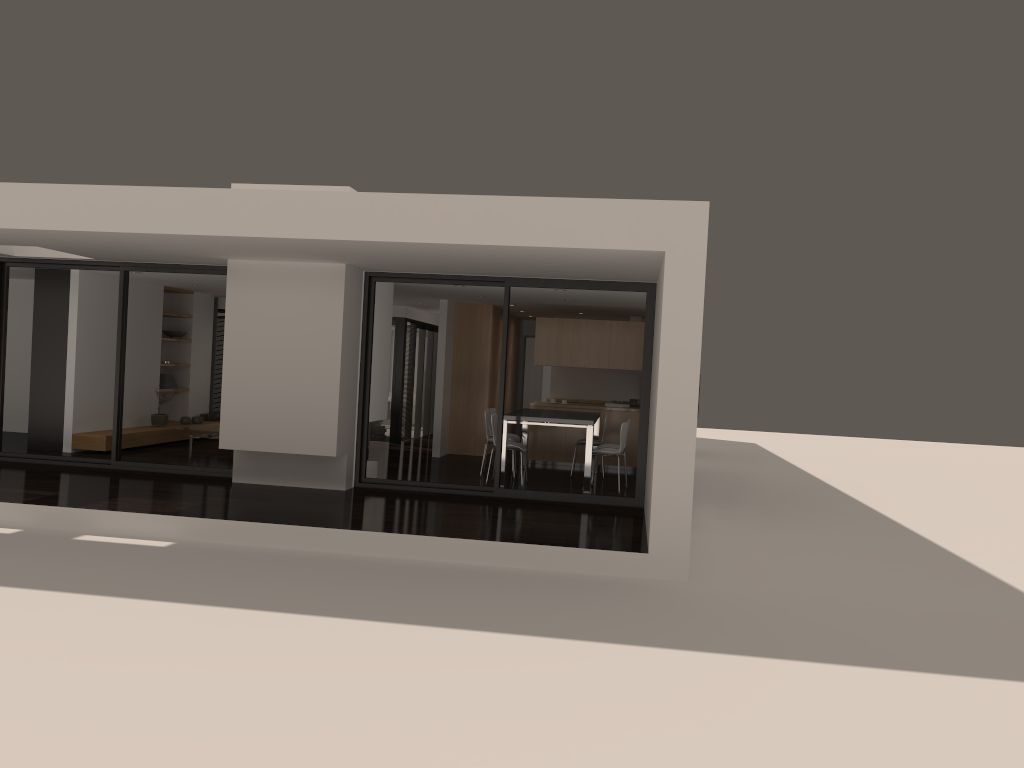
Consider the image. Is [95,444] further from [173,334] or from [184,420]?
[173,334]

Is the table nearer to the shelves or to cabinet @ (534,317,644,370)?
cabinet @ (534,317,644,370)

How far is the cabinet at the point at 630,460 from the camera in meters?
13.1 m

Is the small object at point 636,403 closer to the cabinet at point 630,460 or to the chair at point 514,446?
the cabinet at point 630,460

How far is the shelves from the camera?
11.60m

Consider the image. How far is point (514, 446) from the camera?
10.7m

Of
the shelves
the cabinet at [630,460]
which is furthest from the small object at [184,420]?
the cabinet at [630,460]

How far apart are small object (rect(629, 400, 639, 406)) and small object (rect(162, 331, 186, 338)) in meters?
7.4

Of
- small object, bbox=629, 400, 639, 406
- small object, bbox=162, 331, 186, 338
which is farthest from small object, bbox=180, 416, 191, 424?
small object, bbox=629, 400, 639, 406

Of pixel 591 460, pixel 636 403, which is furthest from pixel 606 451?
pixel 636 403
